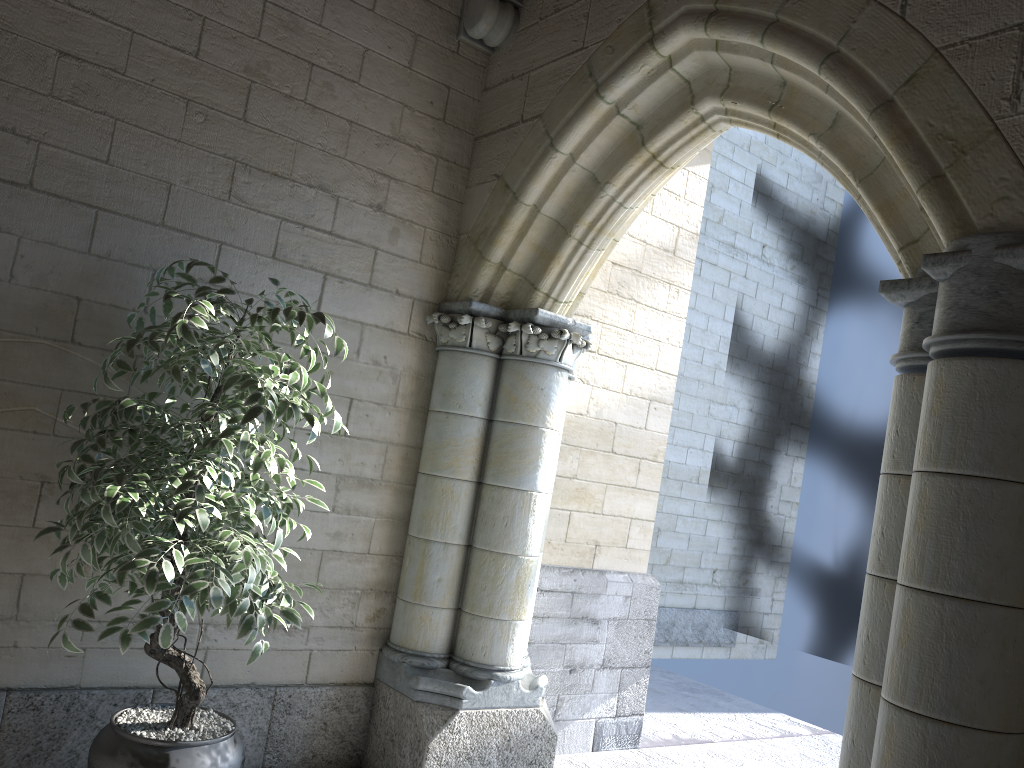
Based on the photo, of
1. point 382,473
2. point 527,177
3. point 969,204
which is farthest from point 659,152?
point 382,473

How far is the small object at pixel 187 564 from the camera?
2.1m

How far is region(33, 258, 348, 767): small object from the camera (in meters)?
2.13
